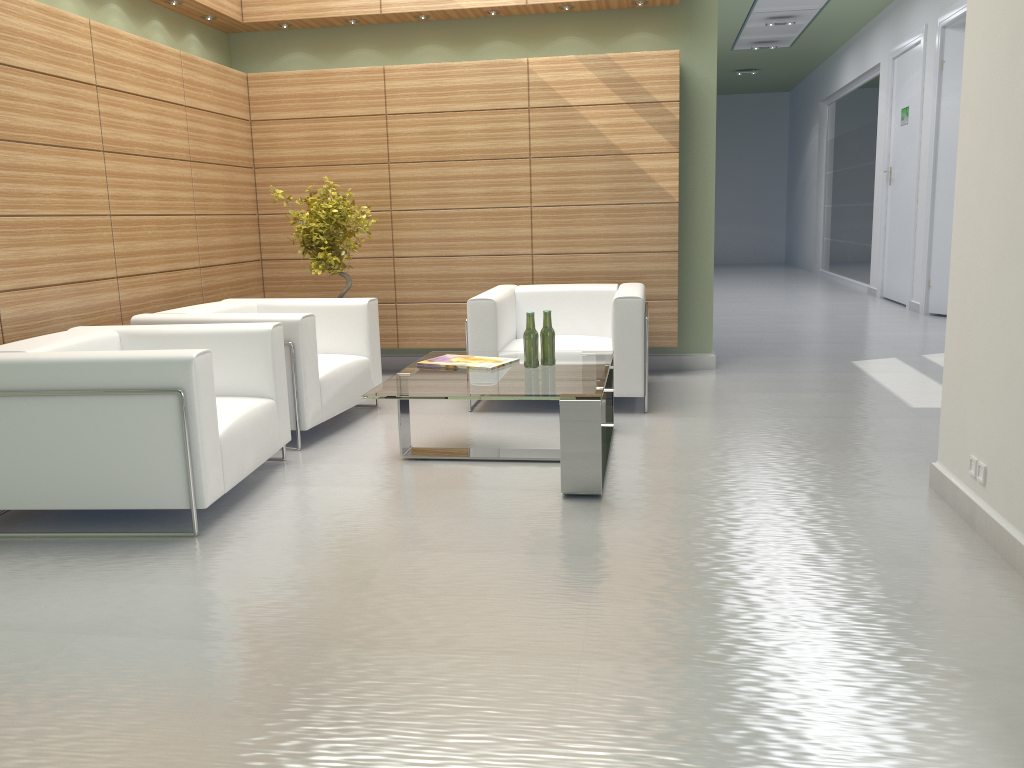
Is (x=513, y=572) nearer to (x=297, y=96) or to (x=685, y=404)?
(x=685, y=404)

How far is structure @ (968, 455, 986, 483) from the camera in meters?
5.6 m

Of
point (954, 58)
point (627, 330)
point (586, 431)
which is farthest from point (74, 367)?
point (954, 58)

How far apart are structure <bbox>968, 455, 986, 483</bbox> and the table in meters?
2.4

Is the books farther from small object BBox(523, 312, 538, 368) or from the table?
small object BBox(523, 312, 538, 368)

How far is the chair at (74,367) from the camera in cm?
576

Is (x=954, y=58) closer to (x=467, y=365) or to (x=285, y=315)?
(x=467, y=365)

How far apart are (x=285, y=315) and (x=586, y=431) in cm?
316

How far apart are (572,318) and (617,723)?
7.04m

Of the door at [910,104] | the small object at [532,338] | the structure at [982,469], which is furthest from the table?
the door at [910,104]
